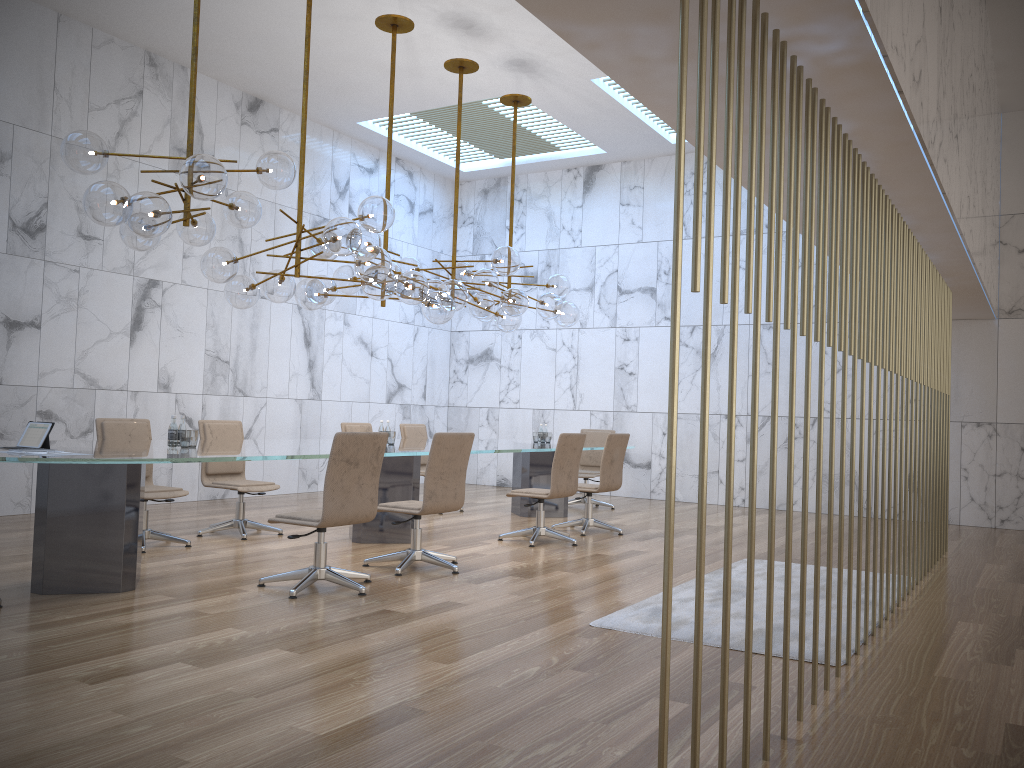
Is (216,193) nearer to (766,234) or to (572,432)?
(766,234)

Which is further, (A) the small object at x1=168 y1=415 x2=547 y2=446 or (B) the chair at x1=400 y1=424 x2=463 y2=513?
(B) the chair at x1=400 y1=424 x2=463 y2=513

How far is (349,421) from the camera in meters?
12.6 m

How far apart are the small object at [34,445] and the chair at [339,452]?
1.4 meters

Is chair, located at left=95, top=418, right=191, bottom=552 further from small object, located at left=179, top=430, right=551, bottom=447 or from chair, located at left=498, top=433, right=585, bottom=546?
chair, located at left=498, top=433, right=585, bottom=546

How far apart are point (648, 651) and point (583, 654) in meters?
0.3 m

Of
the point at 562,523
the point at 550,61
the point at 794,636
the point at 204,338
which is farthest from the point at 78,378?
the point at 794,636

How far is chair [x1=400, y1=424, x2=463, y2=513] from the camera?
10.26m

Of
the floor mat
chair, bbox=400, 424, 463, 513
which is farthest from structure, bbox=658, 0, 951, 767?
chair, bbox=400, 424, 463, 513

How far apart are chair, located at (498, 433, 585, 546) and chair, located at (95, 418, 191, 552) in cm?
277
